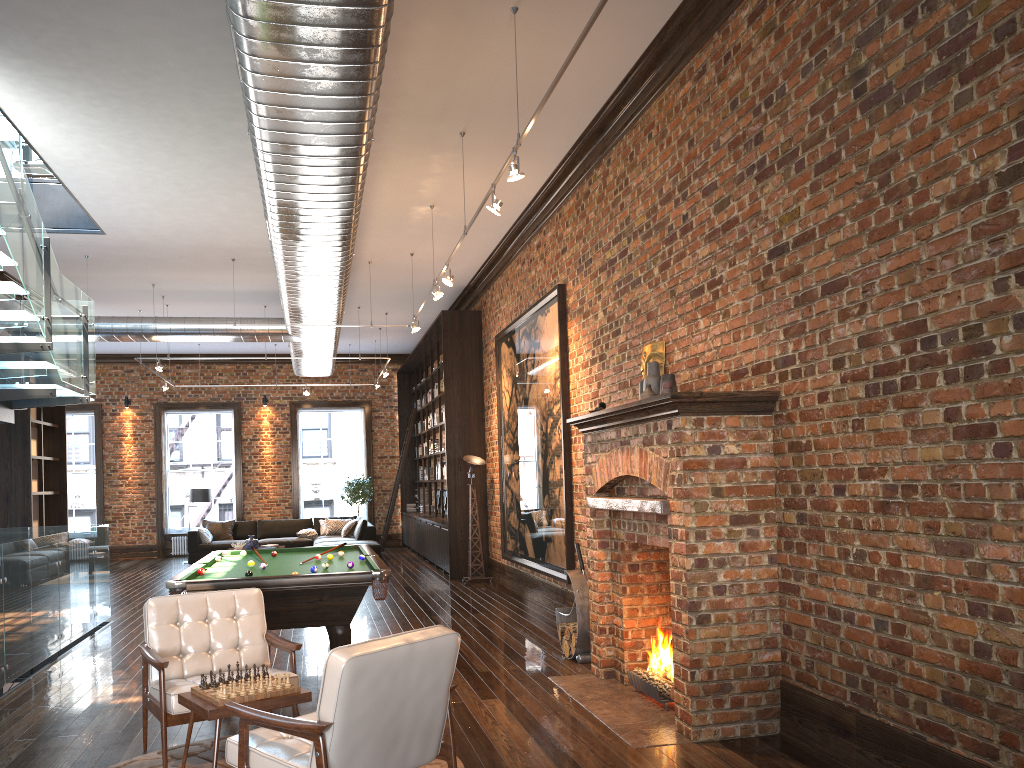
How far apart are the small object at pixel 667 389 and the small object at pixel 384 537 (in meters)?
13.60

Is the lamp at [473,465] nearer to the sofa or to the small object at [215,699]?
the sofa

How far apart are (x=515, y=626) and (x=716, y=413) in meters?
4.5

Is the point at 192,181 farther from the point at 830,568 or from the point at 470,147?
the point at 830,568

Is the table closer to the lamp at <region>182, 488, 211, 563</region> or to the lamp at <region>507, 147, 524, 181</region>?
the lamp at <region>507, 147, 524, 181</region>

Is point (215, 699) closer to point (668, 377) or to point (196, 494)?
point (668, 377)

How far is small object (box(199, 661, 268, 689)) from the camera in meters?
4.2

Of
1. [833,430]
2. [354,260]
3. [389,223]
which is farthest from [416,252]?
[833,430]

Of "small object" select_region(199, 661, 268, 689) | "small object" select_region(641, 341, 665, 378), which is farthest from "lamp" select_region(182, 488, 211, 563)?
"small object" select_region(199, 661, 268, 689)

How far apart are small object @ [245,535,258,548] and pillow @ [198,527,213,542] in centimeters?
159cm
